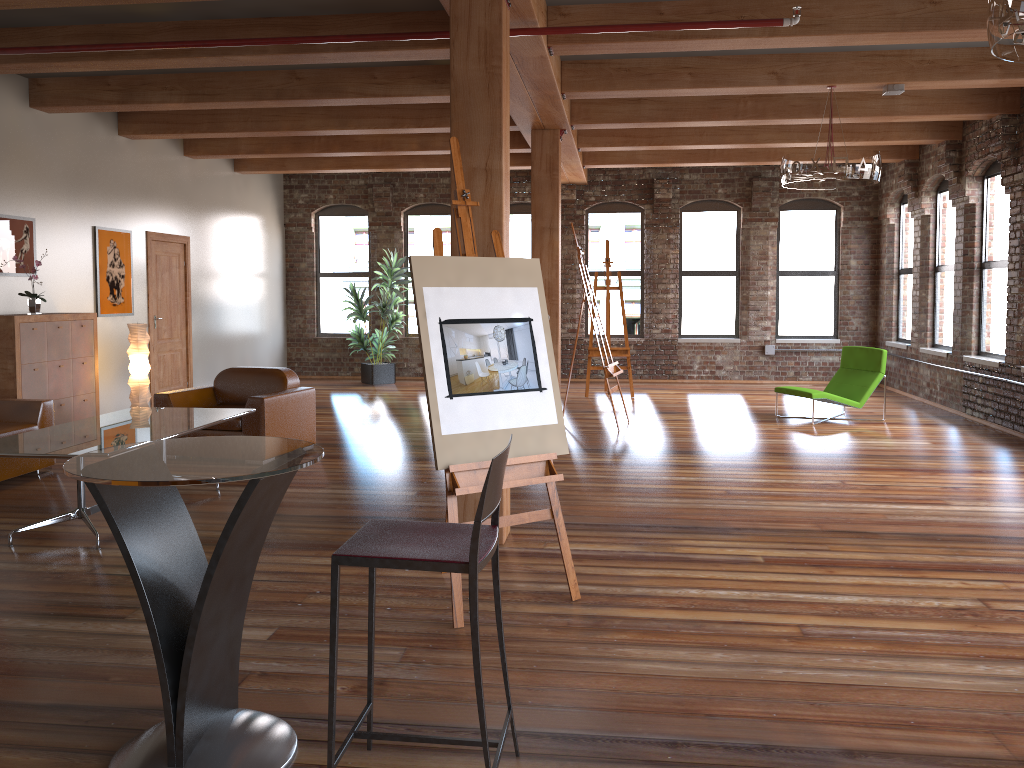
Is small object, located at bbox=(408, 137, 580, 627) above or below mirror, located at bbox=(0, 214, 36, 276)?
below

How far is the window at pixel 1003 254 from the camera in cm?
941

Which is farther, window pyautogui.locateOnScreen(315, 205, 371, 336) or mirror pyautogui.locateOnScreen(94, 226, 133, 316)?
window pyautogui.locateOnScreen(315, 205, 371, 336)

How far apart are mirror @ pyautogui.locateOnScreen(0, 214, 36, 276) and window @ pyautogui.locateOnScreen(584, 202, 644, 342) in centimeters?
812cm

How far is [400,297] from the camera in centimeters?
1349cm

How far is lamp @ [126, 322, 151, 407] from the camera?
8.90m

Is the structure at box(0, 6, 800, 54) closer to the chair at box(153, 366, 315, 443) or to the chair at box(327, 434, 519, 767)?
the chair at box(153, 366, 315, 443)

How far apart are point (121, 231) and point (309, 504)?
5.36m

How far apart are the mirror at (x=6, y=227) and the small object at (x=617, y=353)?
6.7 meters

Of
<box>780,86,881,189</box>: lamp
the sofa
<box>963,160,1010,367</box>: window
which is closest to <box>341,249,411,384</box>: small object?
the sofa
